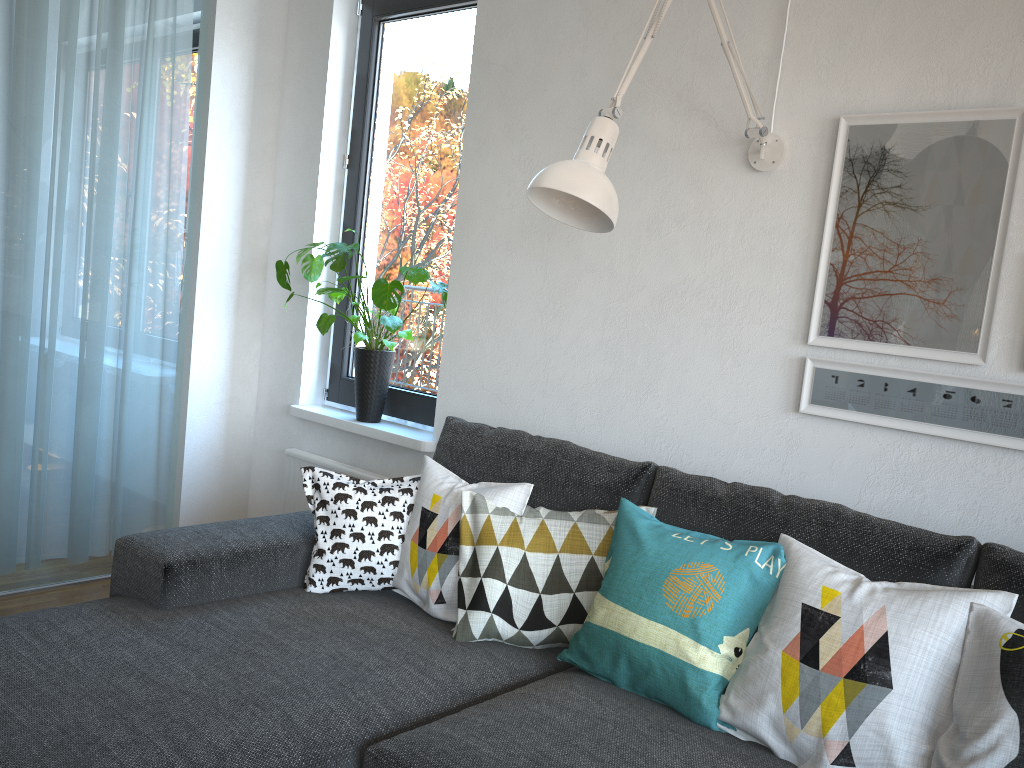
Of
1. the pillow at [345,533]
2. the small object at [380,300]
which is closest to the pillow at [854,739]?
the pillow at [345,533]

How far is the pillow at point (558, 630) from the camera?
1.91m

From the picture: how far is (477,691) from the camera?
1.7m

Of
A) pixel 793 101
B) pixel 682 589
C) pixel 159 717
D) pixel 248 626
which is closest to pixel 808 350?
pixel 793 101

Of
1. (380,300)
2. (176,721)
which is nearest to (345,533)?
(176,721)

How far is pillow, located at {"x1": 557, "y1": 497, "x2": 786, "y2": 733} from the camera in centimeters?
164cm

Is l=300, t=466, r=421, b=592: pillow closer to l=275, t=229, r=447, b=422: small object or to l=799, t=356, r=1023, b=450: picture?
l=275, t=229, r=447, b=422: small object

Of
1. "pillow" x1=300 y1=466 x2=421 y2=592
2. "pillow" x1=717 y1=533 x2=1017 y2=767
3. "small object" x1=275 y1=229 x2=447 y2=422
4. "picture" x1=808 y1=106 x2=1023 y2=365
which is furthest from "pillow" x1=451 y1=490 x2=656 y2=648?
"small object" x1=275 y1=229 x2=447 y2=422

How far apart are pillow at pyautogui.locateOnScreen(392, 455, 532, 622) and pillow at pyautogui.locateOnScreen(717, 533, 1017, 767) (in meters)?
0.56

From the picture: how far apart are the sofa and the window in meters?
0.6
